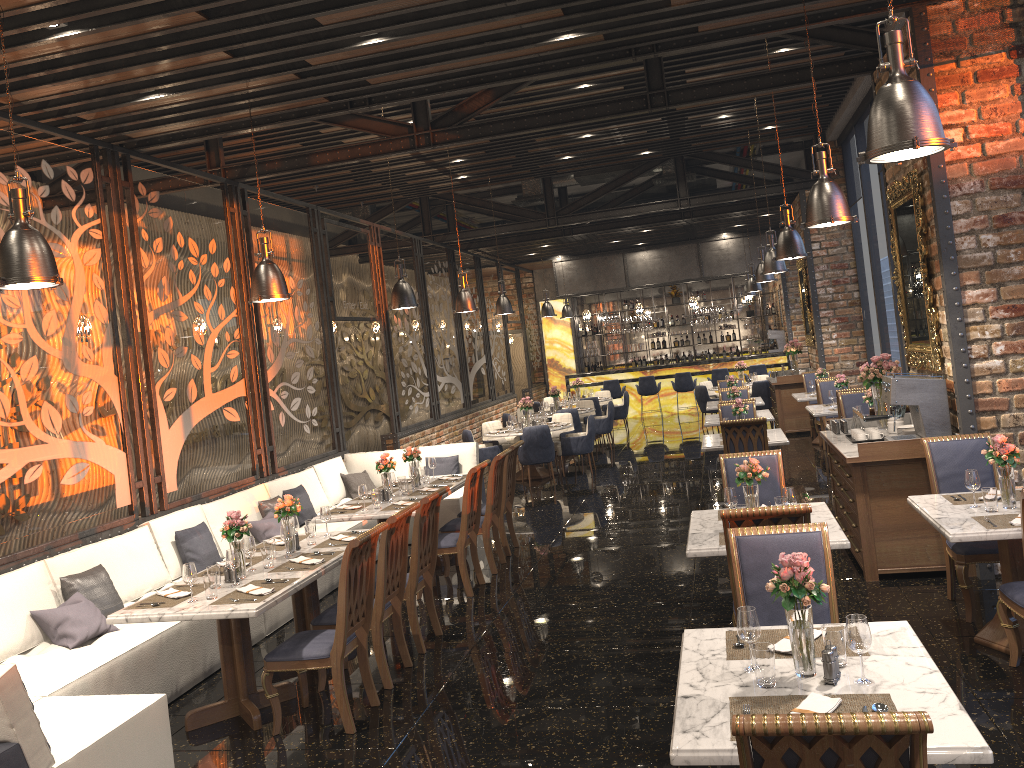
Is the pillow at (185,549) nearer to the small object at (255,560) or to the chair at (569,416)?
the small object at (255,560)

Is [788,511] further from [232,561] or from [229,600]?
[232,561]

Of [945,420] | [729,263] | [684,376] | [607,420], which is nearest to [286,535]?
[945,420]

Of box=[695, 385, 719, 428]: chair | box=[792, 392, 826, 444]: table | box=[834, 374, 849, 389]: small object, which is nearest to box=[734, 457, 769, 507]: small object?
box=[834, 374, 849, 389]: small object

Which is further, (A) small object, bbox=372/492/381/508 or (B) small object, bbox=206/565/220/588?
(A) small object, bbox=372/492/381/508

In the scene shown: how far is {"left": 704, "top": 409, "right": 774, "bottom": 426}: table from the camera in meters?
11.3

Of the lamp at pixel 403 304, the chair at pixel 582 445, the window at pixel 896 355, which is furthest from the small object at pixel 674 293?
the lamp at pixel 403 304

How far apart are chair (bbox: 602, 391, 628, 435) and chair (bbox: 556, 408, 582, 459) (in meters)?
3.09

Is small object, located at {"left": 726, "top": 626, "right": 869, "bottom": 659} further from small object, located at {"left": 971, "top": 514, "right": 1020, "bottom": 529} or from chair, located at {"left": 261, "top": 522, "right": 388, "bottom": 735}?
chair, located at {"left": 261, "top": 522, "right": 388, "bottom": 735}

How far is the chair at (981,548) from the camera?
5.4 meters
